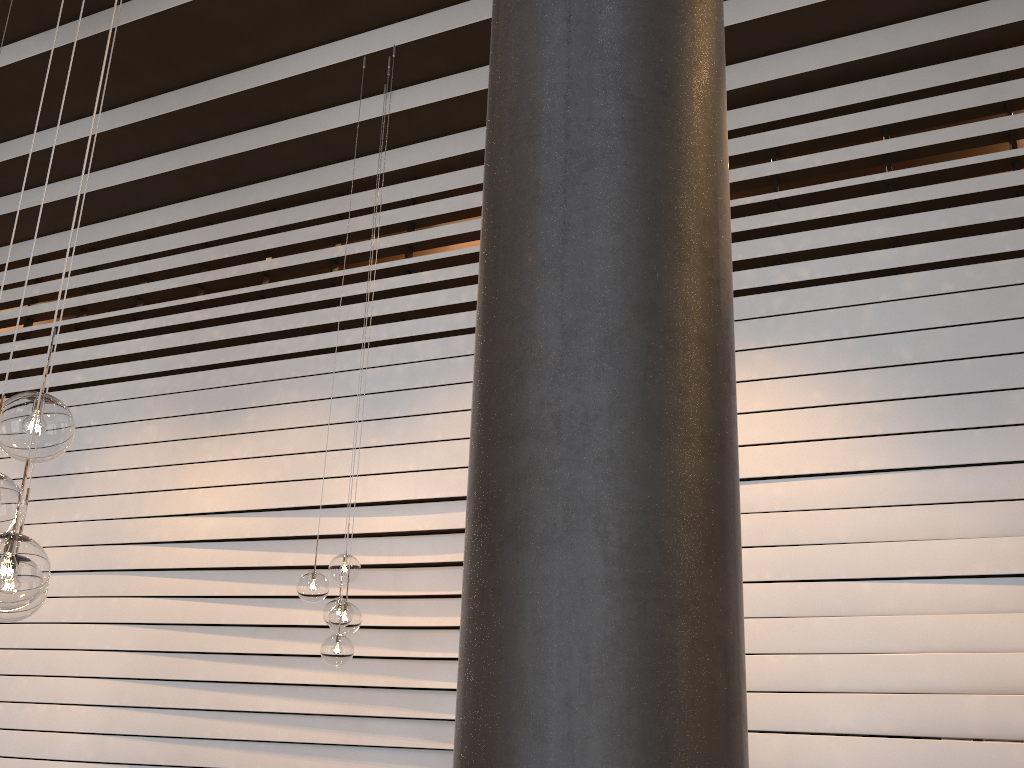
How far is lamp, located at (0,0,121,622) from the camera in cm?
181

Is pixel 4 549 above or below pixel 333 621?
below

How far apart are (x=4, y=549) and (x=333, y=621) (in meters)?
2.64

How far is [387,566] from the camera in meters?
5.4

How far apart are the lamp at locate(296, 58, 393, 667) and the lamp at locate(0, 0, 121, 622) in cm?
227

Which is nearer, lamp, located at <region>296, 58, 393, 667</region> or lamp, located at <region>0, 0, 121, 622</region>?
lamp, located at <region>0, 0, 121, 622</region>

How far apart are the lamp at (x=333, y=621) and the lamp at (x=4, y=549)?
2.3 meters

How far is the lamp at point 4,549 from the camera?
1.81m

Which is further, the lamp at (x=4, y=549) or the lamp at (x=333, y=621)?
the lamp at (x=333, y=621)

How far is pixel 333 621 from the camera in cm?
431
